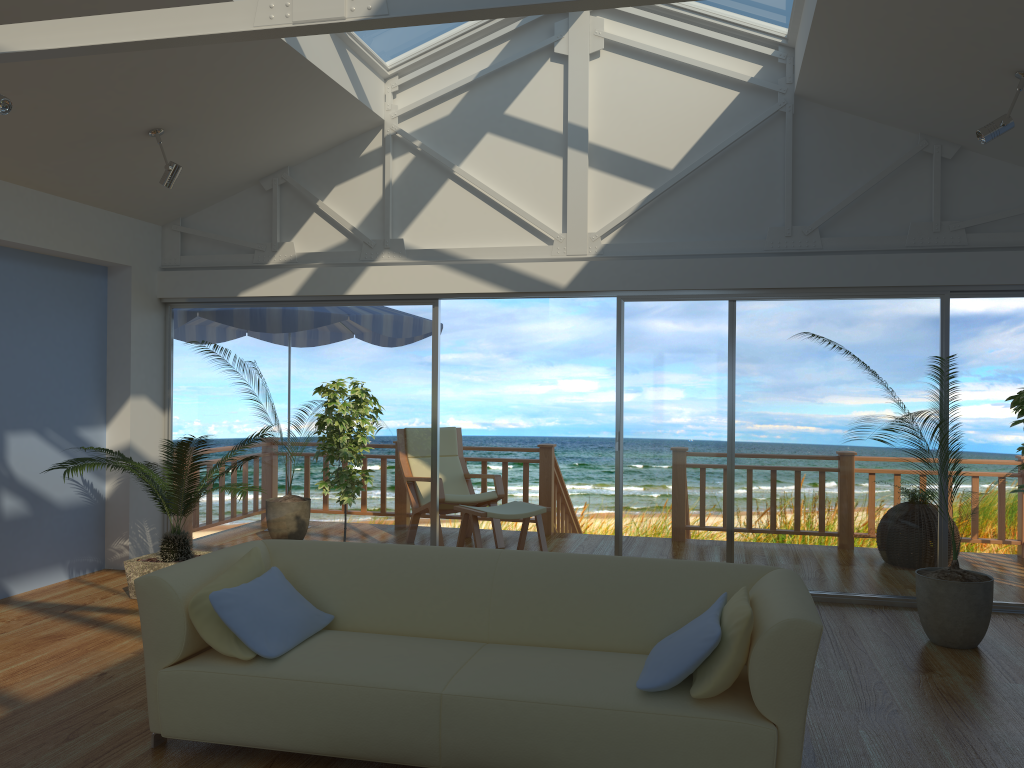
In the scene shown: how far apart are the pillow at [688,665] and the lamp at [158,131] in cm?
404

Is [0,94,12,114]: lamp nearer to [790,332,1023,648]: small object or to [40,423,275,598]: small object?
[40,423,275,598]: small object

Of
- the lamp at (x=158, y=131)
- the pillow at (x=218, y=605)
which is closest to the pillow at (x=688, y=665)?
the pillow at (x=218, y=605)

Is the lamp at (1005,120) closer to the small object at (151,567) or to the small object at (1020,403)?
the small object at (1020,403)

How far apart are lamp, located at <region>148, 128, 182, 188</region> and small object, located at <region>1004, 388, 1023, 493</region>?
4.62m

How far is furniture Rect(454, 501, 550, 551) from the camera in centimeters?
661cm

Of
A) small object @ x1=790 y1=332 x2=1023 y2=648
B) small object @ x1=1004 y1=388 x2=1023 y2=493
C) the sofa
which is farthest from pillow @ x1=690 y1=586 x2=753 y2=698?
small object @ x1=790 y1=332 x2=1023 y2=648

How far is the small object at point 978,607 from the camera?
4.6 meters

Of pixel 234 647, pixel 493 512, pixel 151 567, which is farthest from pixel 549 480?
pixel 234 647

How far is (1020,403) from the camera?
3.5 meters
